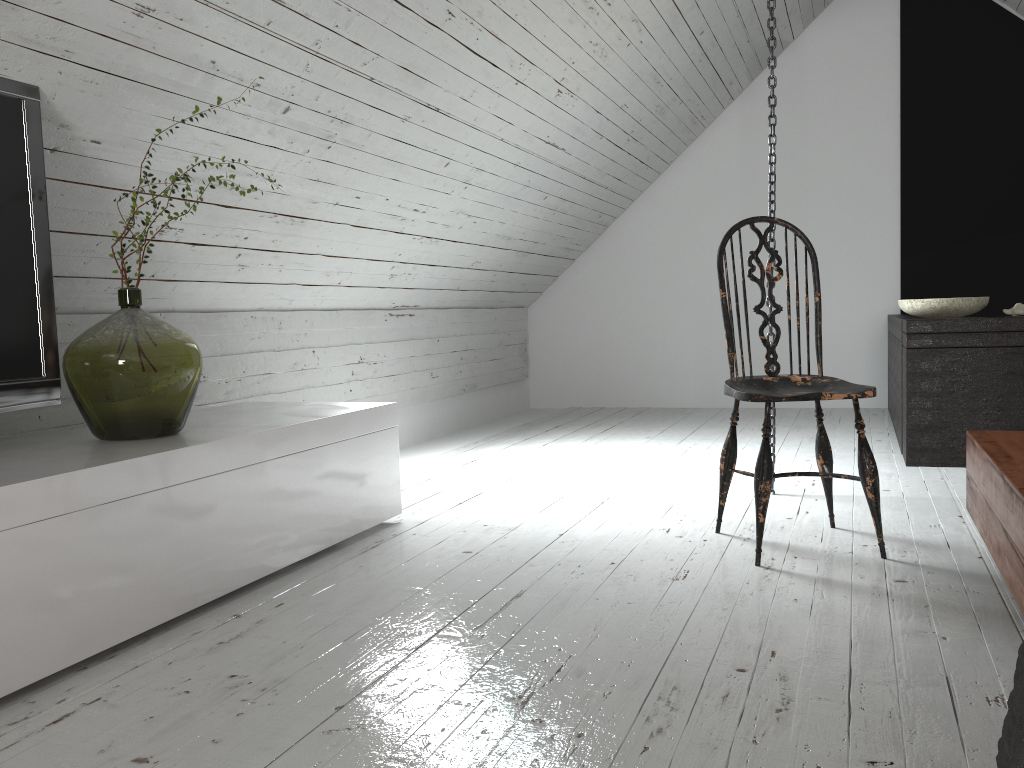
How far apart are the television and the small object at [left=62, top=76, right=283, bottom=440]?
0.1m

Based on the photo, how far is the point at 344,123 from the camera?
2.8m

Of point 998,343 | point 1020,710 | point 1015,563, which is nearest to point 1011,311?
point 998,343

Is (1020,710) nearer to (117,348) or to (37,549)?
(37,549)

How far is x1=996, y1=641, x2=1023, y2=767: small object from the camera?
0.9 meters

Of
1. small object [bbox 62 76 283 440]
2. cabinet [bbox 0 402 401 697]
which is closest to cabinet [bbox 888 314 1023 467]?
cabinet [bbox 0 402 401 697]

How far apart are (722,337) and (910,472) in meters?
2.6

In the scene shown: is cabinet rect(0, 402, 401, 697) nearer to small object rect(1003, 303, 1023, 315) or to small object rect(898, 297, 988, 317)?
small object rect(898, 297, 988, 317)

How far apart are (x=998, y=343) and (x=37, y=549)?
3.26m

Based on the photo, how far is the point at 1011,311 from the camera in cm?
348
